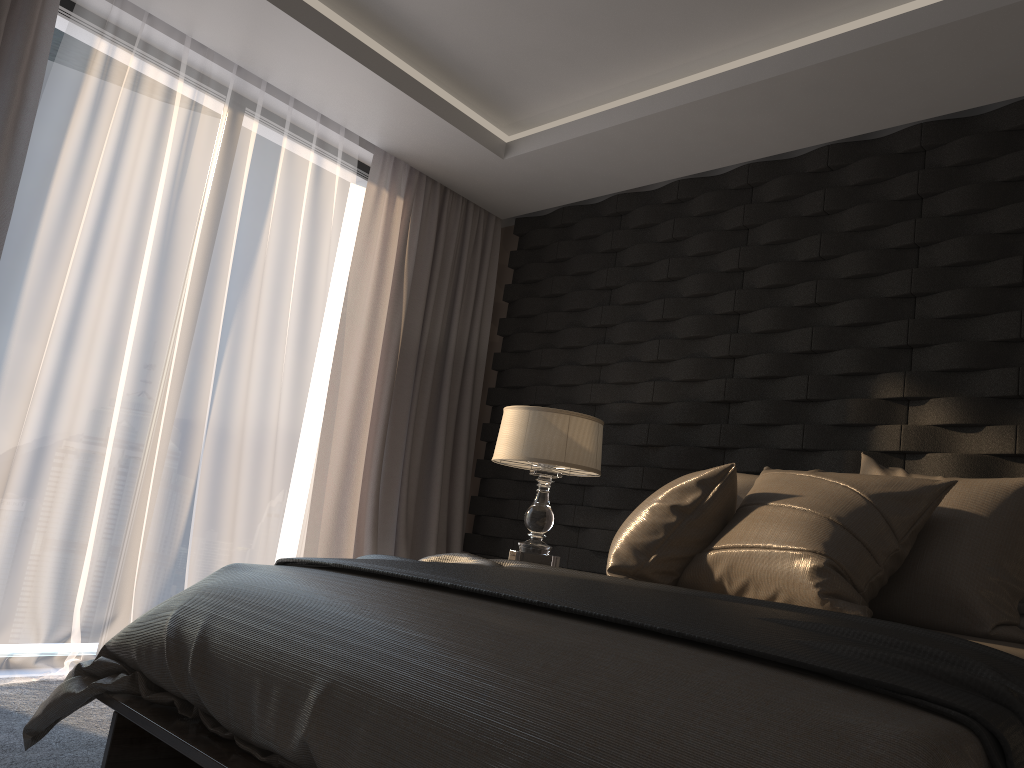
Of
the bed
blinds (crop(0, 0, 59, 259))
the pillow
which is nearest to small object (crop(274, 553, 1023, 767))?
the bed

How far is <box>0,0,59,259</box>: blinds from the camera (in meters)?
3.12

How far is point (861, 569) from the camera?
2.11m

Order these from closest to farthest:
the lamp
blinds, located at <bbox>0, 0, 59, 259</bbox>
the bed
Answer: the bed, blinds, located at <bbox>0, 0, 59, 259</bbox>, the lamp

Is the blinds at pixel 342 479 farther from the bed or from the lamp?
the bed

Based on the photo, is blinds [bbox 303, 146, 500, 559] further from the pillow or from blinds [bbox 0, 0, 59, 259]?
the pillow

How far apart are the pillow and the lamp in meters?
0.8 m

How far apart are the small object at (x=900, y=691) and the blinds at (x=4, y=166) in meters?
1.7 m

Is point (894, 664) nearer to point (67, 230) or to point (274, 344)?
point (67, 230)

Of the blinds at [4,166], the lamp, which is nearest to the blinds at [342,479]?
the lamp
